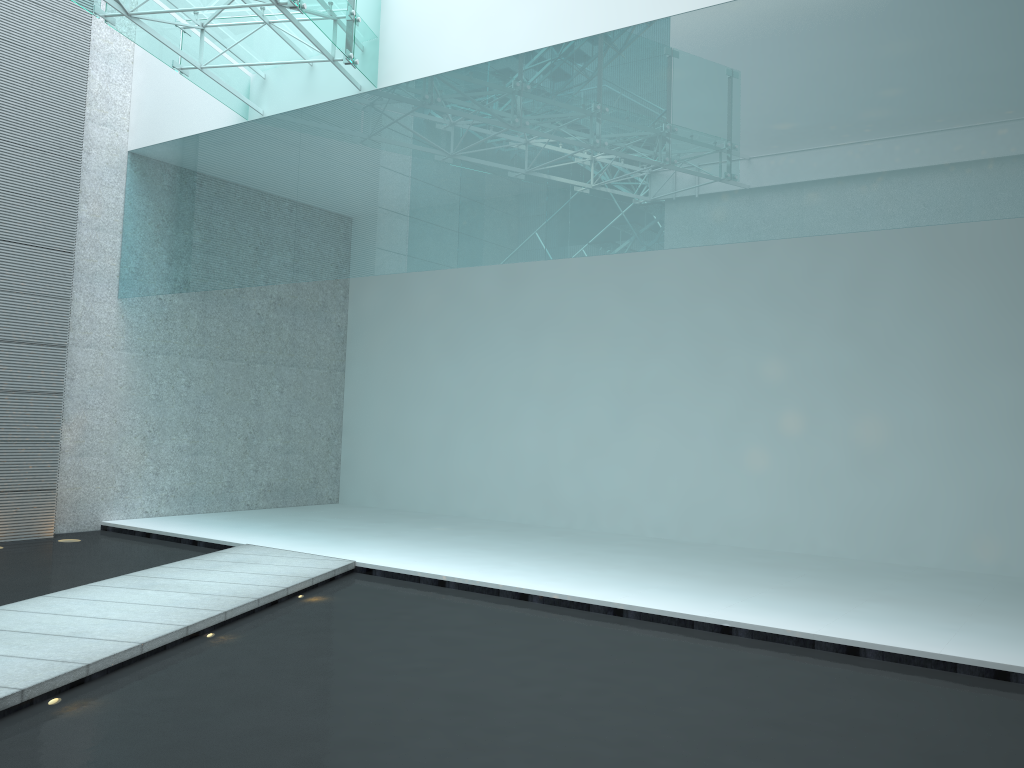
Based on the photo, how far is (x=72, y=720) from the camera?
2.40m
